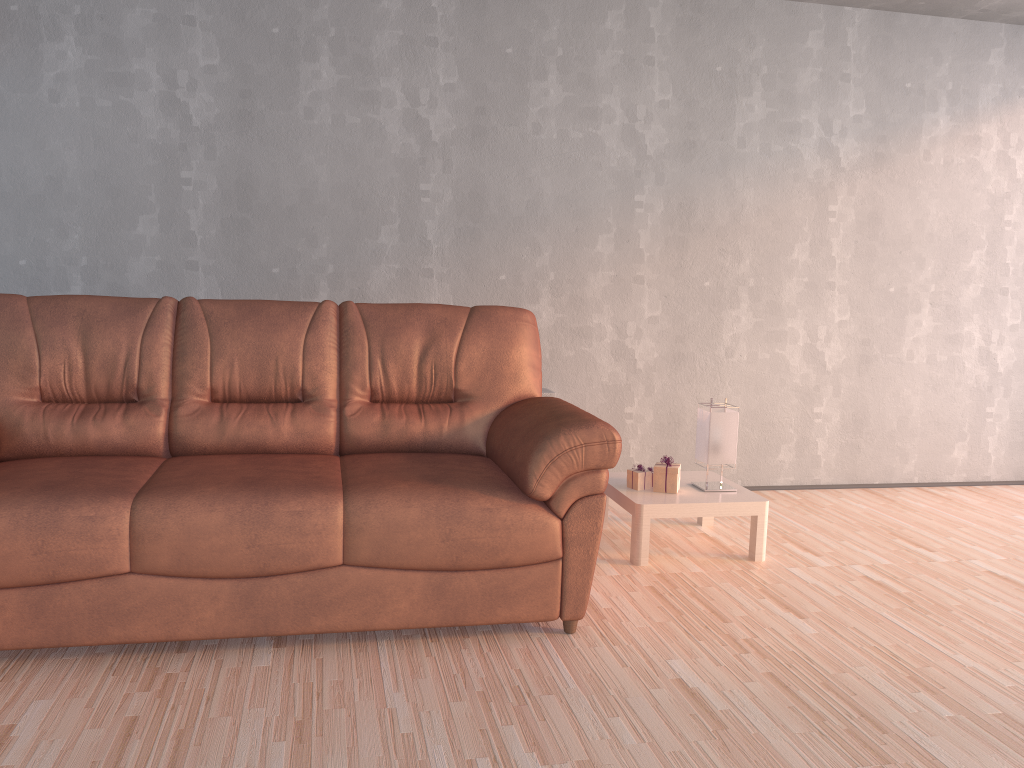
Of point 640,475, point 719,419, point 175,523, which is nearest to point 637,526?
point 640,475

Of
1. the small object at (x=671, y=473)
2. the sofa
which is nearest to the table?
the small object at (x=671, y=473)

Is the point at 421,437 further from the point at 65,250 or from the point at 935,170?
the point at 935,170

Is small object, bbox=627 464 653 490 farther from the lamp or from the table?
the lamp

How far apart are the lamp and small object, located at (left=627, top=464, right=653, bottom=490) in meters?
0.2 m

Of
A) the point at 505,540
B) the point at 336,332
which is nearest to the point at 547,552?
the point at 505,540

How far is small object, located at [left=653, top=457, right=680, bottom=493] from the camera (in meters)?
3.49

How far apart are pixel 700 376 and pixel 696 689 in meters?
2.4 m

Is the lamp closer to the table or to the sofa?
the table

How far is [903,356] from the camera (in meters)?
4.76
